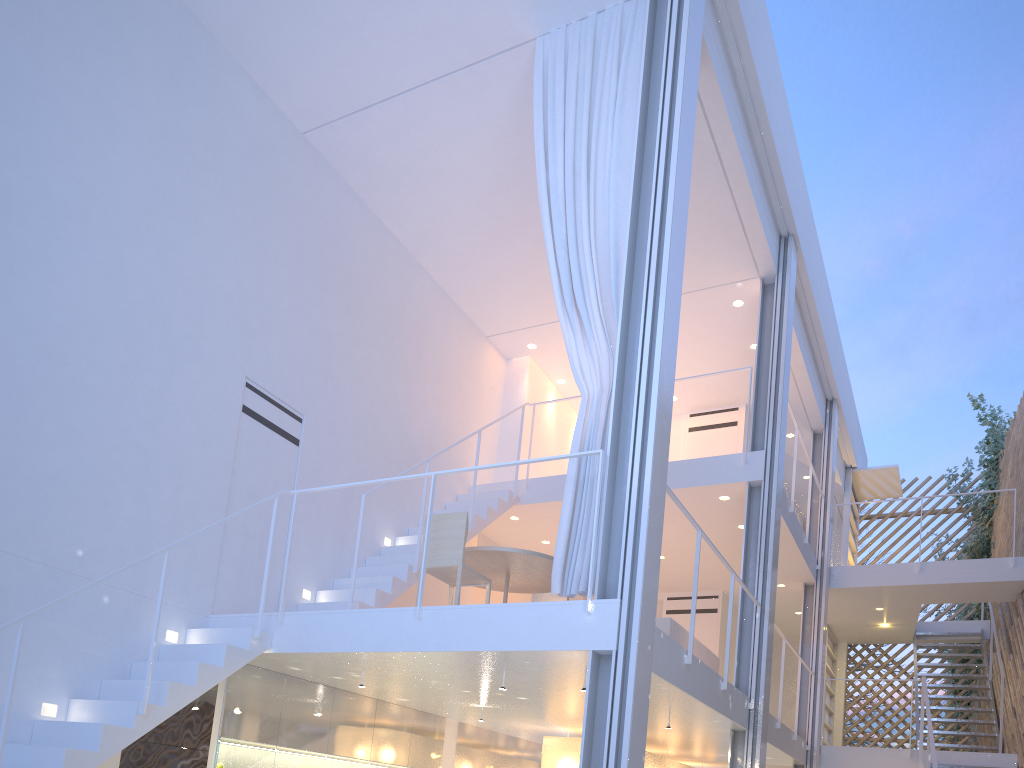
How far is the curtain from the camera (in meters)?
2.94

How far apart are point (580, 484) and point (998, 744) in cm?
440

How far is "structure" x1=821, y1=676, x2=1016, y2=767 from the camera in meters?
4.4

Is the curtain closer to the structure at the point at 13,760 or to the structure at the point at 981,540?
the structure at the point at 13,760

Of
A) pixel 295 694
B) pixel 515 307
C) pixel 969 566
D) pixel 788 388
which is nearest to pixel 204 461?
pixel 295 694

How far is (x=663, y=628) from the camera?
4.00m

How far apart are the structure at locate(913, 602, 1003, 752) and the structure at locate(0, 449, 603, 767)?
4.7 meters

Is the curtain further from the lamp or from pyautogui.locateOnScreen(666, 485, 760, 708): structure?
the lamp

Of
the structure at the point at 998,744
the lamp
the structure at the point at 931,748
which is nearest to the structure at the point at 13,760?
the lamp

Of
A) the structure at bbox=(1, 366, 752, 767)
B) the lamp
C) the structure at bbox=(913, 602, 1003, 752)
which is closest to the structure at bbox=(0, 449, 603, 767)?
the structure at bbox=(1, 366, 752, 767)
